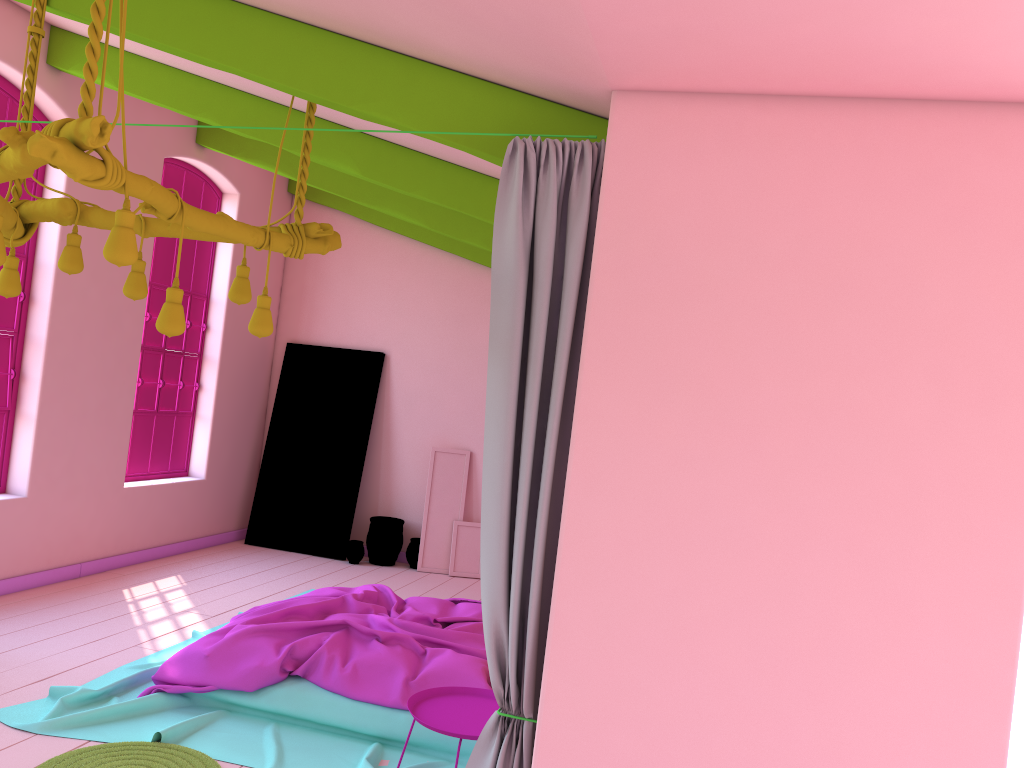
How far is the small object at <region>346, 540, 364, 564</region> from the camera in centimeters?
901cm

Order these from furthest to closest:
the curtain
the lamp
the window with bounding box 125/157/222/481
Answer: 1. the window with bounding box 125/157/222/481
2. the curtain
3. the lamp

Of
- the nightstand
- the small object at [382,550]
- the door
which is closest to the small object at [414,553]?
the small object at [382,550]

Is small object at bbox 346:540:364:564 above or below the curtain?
below

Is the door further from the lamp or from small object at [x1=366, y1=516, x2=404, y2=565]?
the lamp

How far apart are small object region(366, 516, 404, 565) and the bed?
2.81m

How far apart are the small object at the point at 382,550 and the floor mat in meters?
4.9

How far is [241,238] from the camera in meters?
3.6 m

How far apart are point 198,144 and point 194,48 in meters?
4.7

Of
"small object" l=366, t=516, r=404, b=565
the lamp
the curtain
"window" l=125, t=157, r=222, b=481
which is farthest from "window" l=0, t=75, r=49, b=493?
the curtain
